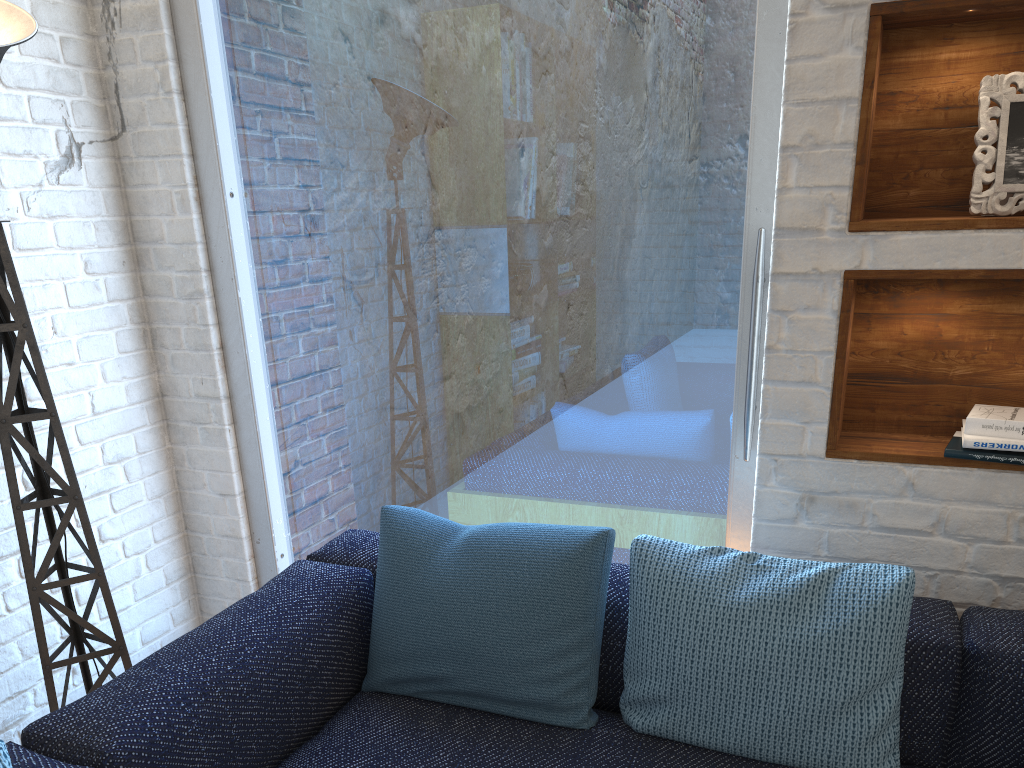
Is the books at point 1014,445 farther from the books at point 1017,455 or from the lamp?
the lamp

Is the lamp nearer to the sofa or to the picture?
the sofa

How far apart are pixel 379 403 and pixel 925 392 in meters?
1.4 m

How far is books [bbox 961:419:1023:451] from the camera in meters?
1.6 m

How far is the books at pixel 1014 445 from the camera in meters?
1.6 m

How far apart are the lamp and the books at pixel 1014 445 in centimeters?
185cm

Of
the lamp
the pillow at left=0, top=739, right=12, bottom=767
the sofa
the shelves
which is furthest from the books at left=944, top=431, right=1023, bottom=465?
the lamp

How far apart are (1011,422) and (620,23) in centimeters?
122cm

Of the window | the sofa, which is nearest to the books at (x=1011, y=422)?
the sofa

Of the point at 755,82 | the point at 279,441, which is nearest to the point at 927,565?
the point at 755,82
